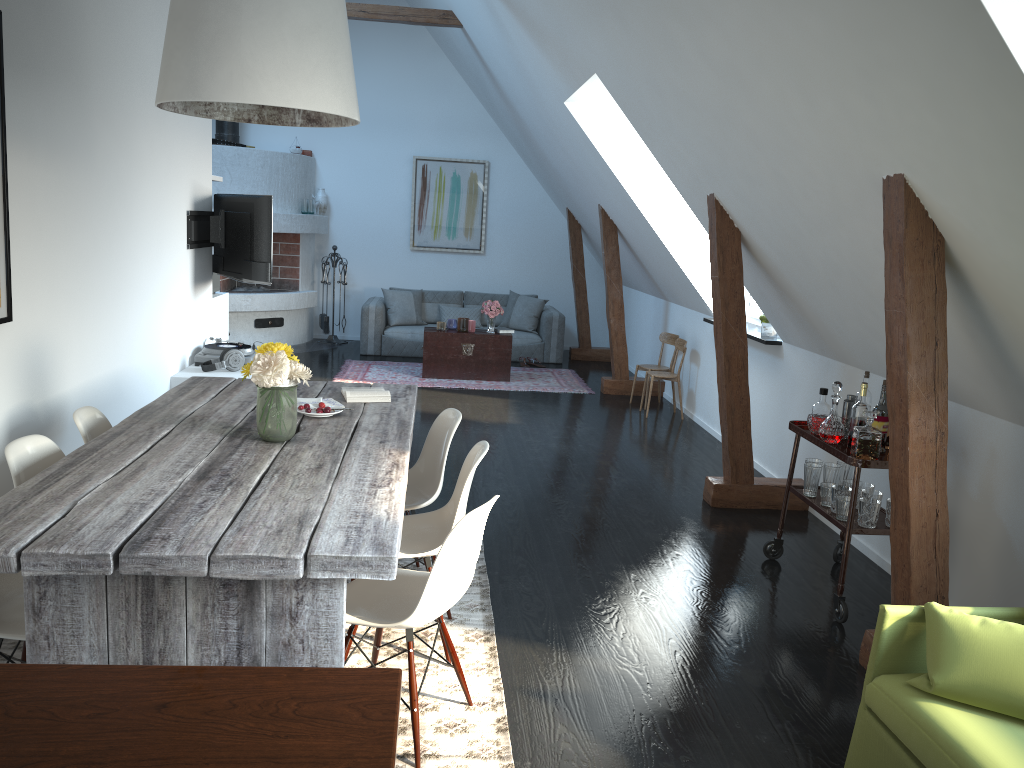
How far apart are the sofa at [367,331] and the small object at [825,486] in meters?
6.6 m

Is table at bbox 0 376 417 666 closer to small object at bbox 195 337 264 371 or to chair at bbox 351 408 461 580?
chair at bbox 351 408 461 580

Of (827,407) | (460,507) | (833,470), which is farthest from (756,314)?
(460,507)

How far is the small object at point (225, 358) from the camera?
6.1 meters

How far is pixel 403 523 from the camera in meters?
3.5

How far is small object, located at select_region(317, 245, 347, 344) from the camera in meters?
11.2

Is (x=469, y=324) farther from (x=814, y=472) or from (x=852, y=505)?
(x=852, y=505)

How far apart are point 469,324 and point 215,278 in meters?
2.9

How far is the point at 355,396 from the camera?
4.1 meters

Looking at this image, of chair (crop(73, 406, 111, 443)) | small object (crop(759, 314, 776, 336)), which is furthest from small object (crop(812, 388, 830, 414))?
chair (crop(73, 406, 111, 443))
